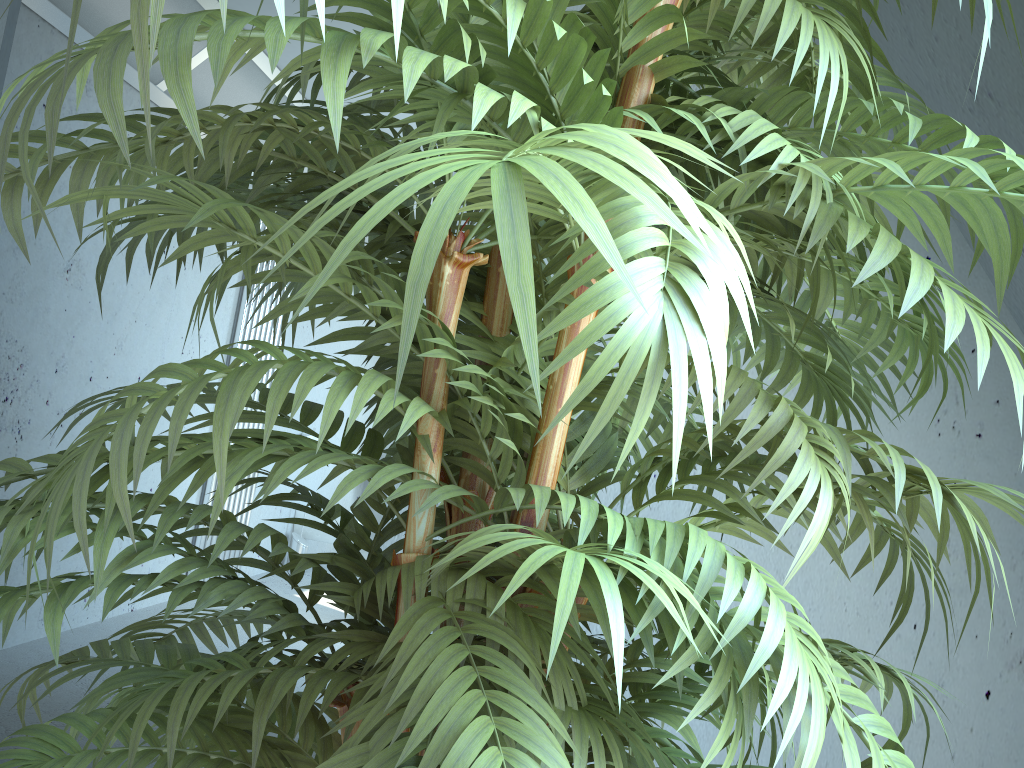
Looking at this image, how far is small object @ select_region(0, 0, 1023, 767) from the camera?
0.42m

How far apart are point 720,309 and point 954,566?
1.5m

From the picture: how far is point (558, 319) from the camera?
0.4m

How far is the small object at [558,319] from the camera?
0.4m

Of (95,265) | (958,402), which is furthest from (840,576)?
(95,265)
